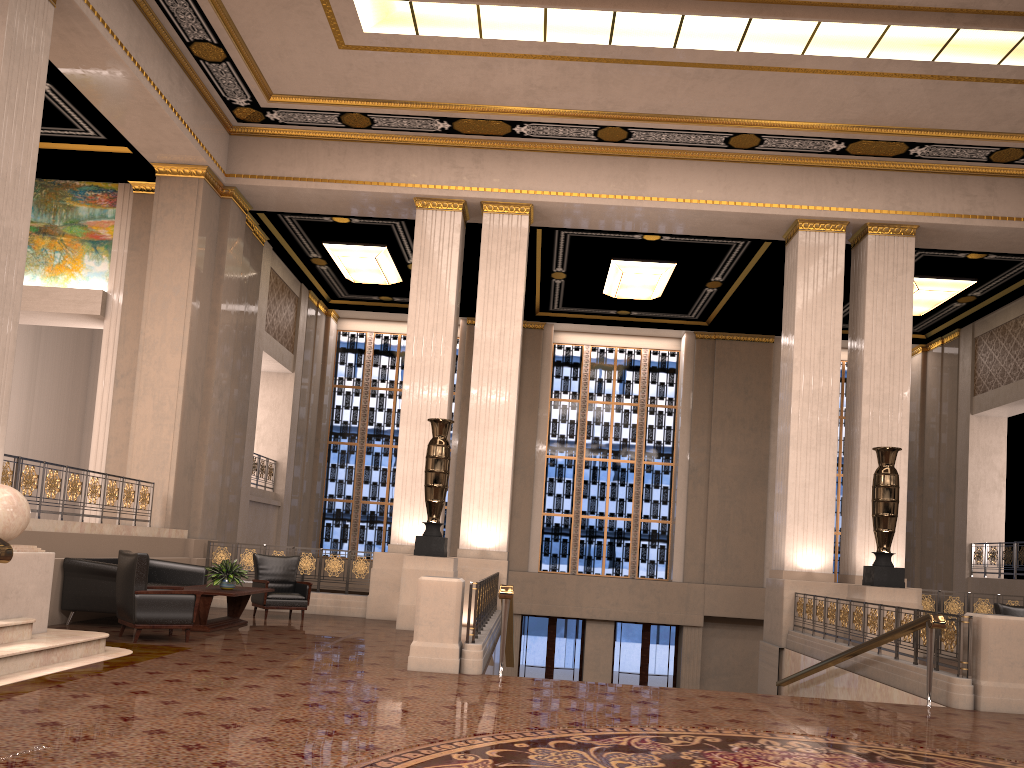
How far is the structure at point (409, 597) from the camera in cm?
1111

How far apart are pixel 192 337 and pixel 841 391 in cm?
1453

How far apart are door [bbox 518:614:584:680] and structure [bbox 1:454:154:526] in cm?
975

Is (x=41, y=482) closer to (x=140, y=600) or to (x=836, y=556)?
(x=140, y=600)

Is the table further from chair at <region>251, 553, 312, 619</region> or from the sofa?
chair at <region>251, 553, 312, 619</region>

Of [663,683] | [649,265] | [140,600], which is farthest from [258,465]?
[663,683]

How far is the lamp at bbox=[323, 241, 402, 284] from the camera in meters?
16.5

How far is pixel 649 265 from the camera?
16.27m

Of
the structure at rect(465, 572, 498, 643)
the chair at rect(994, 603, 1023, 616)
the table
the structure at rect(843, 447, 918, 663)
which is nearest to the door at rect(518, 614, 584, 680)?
the structure at rect(465, 572, 498, 643)

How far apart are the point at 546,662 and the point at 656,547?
3.5m
